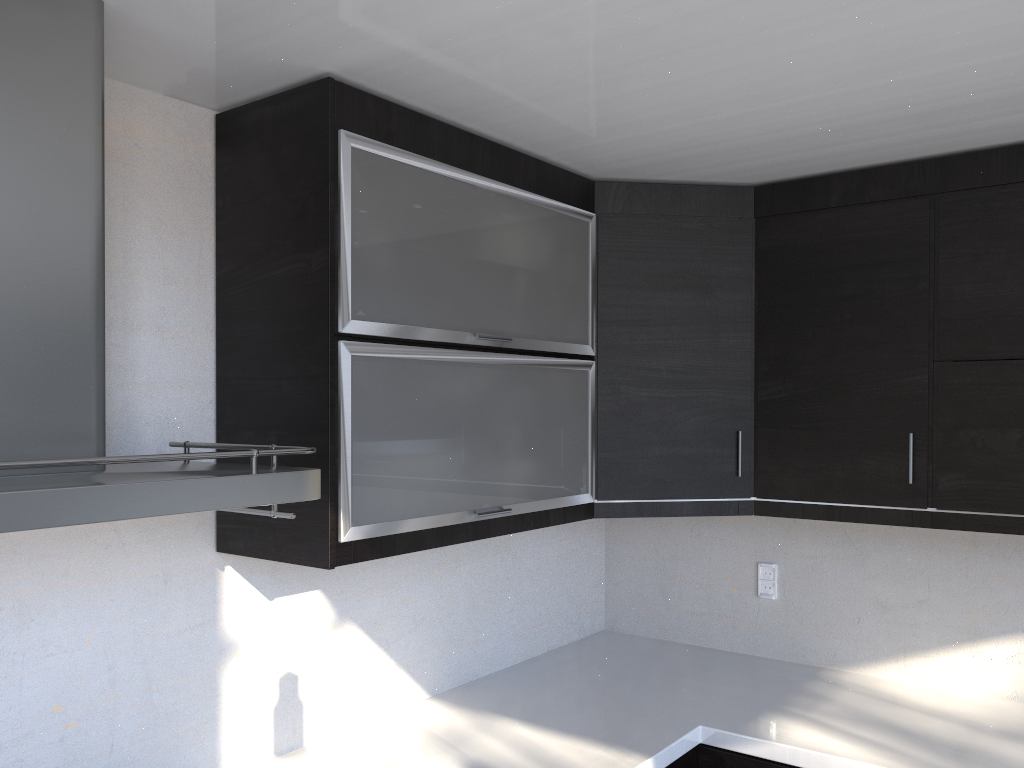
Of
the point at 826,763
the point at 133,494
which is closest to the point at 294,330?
the point at 133,494

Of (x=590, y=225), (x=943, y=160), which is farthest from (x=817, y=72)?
(x=590, y=225)

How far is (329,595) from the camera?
2.1 meters

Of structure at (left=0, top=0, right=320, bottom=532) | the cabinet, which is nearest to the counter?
the cabinet

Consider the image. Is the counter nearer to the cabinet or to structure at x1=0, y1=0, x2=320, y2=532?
the cabinet

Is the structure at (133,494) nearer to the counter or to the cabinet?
the cabinet

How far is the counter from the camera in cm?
197

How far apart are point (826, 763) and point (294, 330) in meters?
1.5 m

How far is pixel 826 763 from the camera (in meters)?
1.97

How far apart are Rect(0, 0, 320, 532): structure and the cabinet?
0.15m
